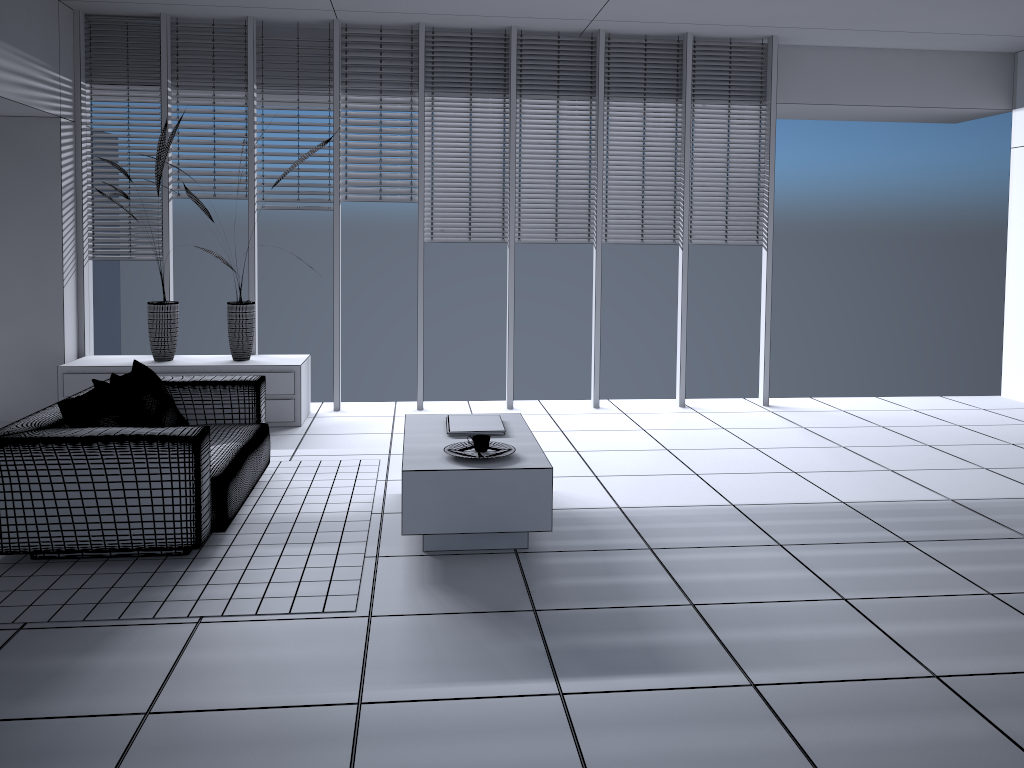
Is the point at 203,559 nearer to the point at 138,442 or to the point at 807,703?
the point at 138,442

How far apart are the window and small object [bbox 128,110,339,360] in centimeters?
35cm

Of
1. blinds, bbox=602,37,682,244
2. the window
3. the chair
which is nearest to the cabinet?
the window

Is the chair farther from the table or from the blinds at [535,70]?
the blinds at [535,70]

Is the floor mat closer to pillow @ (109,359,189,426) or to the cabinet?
pillow @ (109,359,189,426)

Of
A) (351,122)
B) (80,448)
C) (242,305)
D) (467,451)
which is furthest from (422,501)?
(351,122)

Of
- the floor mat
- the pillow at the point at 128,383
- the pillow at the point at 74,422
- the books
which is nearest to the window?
the floor mat

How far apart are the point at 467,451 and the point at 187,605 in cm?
136

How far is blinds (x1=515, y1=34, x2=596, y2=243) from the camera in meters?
6.9

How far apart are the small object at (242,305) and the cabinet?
0.0 meters
